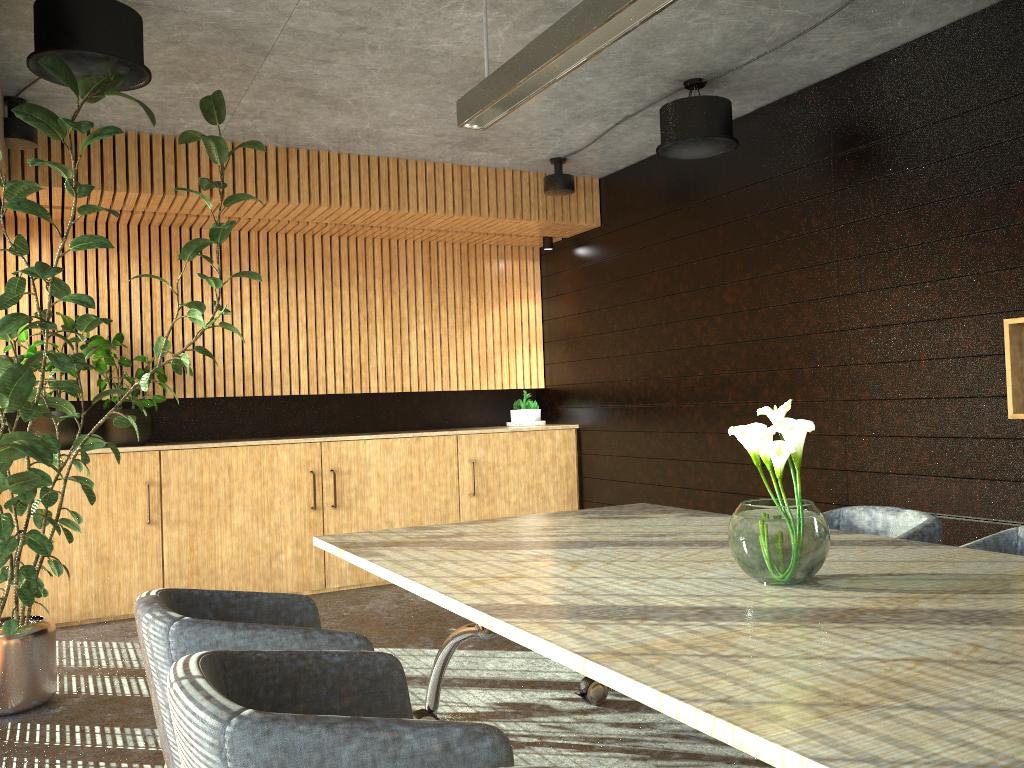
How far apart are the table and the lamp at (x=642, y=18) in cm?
196

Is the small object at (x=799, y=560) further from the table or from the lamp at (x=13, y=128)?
the lamp at (x=13, y=128)

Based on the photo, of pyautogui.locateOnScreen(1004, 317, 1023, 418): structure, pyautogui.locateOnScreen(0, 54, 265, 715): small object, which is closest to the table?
pyautogui.locateOnScreen(0, 54, 265, 715): small object

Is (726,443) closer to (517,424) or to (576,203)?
(517,424)

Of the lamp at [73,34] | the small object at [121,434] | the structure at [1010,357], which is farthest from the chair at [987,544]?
the small object at [121,434]

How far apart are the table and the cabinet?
3.24m

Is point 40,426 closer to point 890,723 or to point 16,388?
point 16,388

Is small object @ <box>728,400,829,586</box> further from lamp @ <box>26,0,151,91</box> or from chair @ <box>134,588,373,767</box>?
lamp @ <box>26,0,151,91</box>

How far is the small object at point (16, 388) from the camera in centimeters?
398cm

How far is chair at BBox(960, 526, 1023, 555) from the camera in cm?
350
